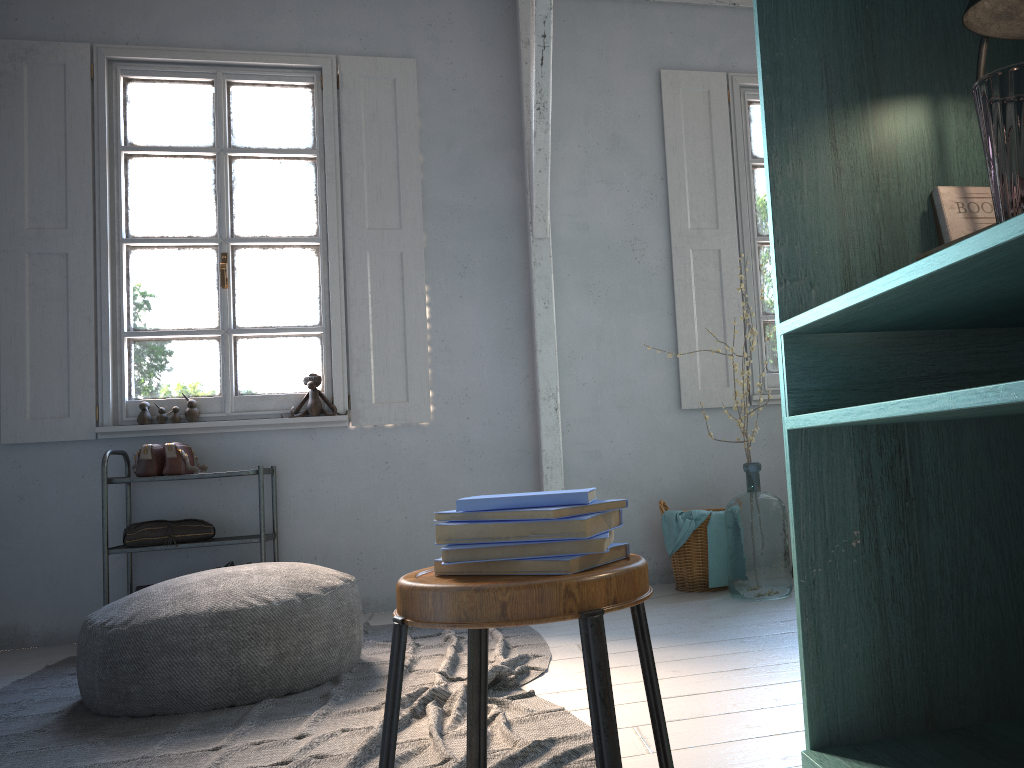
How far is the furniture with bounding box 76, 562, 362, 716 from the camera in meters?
3.2

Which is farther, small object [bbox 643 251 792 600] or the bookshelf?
small object [bbox 643 251 792 600]

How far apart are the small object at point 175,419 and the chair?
4.0 meters

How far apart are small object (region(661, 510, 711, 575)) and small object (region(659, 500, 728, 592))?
0.05m

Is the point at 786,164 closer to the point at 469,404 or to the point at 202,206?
the point at 469,404

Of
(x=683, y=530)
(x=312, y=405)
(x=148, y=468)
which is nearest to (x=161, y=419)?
(x=148, y=468)

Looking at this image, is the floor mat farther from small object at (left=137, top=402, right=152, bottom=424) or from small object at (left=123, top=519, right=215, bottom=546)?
small object at (left=137, top=402, right=152, bottom=424)

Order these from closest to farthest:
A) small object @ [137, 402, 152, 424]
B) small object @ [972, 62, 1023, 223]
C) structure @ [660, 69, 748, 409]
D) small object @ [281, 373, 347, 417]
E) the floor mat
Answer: small object @ [972, 62, 1023, 223], the floor mat, small object @ [137, 402, 152, 424], small object @ [281, 373, 347, 417], structure @ [660, 69, 748, 409]

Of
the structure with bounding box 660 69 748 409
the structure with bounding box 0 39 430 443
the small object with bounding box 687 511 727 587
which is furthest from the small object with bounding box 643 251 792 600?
the structure with bounding box 0 39 430 443

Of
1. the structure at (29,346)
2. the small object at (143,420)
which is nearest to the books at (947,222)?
the structure at (29,346)
